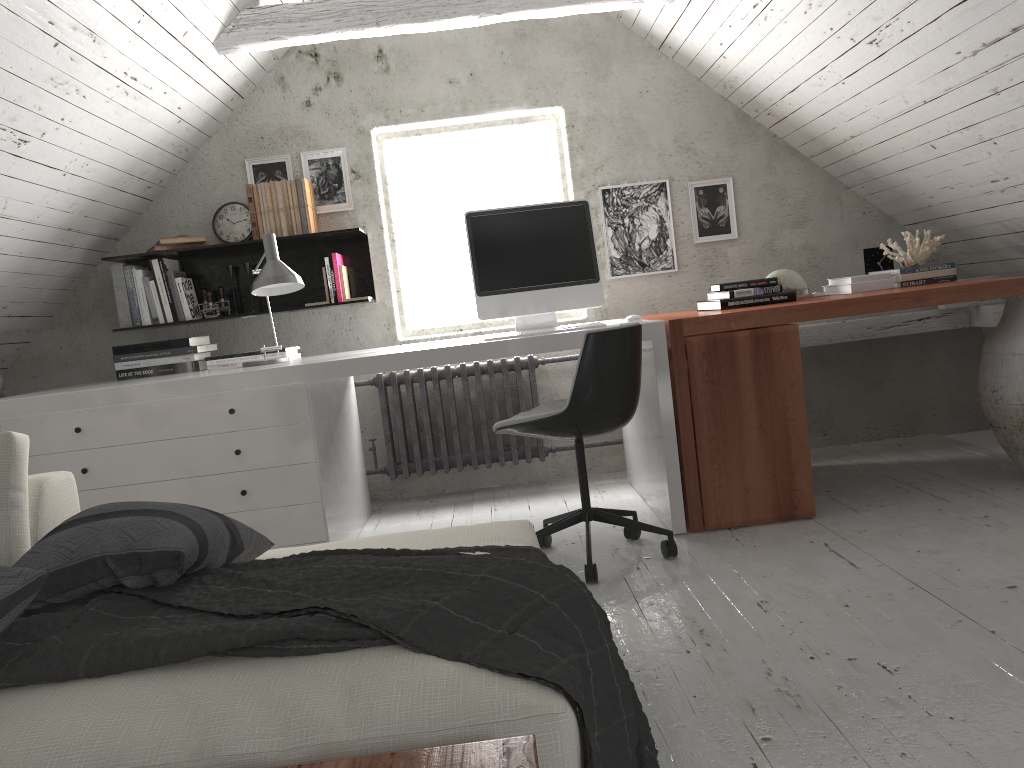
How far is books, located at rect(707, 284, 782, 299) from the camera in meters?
3.4

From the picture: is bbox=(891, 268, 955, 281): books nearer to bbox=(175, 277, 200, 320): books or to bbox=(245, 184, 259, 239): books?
bbox=(245, 184, 259, 239): books

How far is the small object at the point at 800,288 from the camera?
3.71m

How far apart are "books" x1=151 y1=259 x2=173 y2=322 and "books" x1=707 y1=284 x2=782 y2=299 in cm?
245

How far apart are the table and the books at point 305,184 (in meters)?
3.27

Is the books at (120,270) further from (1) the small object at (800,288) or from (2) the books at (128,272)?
(1) the small object at (800,288)

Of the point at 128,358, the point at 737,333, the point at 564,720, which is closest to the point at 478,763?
the point at 564,720

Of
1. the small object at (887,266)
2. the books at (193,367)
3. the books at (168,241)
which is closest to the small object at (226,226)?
the books at (168,241)

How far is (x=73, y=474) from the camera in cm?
300

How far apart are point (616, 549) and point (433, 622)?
1.79m
